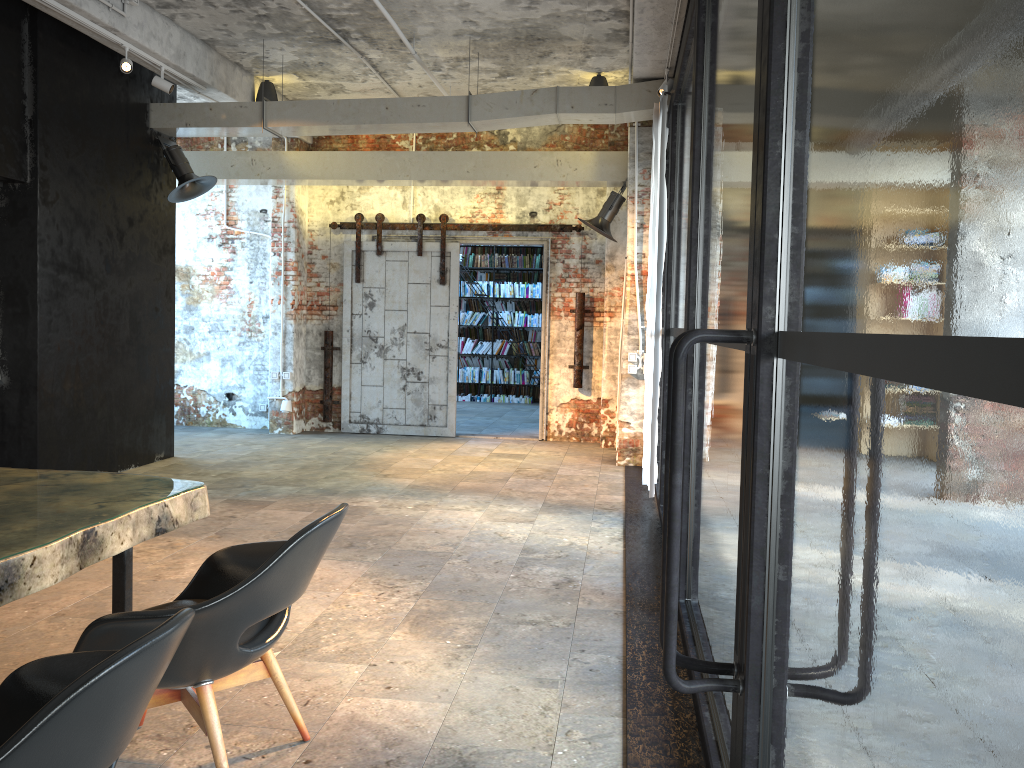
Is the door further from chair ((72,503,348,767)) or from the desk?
chair ((72,503,348,767))

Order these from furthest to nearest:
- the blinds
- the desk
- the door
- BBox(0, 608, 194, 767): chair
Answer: the door < the blinds < the desk < BBox(0, 608, 194, 767): chair

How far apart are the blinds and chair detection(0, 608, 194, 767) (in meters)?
5.10

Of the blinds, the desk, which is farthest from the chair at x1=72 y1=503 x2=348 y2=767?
the blinds

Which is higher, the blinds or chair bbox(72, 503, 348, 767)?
the blinds

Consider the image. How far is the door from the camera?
10.7m

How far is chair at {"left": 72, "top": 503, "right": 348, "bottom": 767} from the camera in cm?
235

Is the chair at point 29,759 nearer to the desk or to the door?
the desk

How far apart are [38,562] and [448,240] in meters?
8.7 m

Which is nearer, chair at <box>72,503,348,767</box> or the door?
chair at <box>72,503,348,767</box>
